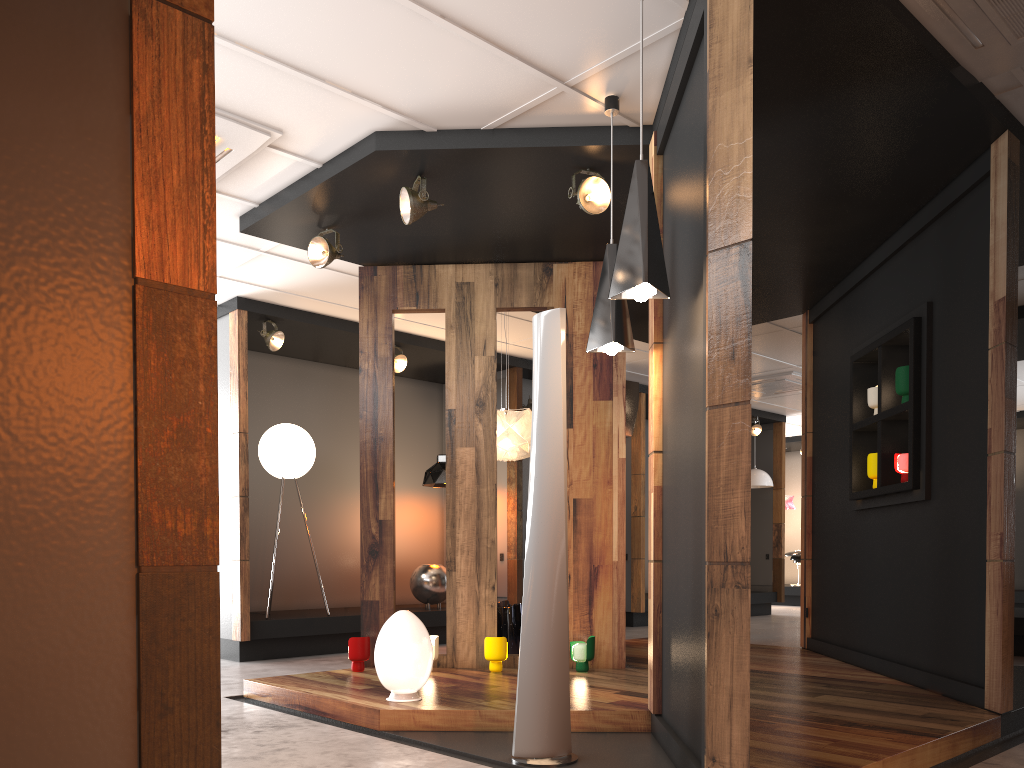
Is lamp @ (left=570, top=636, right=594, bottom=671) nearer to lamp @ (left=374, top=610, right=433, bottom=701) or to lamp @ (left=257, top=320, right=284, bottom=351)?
lamp @ (left=374, top=610, right=433, bottom=701)

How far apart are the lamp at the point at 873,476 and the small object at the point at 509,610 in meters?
2.6

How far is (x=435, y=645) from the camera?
5.5 meters

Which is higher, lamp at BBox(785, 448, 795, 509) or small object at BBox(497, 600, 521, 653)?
lamp at BBox(785, 448, 795, 509)

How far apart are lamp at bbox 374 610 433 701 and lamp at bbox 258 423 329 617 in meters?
3.4 m

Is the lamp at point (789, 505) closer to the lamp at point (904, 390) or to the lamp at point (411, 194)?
the lamp at point (904, 390)

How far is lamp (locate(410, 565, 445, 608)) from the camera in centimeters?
859cm

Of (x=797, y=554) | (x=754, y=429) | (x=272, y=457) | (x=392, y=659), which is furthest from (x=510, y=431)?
(x=797, y=554)

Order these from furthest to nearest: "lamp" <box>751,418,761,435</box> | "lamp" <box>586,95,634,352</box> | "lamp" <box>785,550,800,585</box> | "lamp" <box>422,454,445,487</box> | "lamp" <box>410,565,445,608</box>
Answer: "lamp" <box>785,550,800,585</box> < "lamp" <box>751,418,761,435</box> < "lamp" <box>422,454,445,487</box> < "lamp" <box>410,565,445,608</box> < "lamp" <box>586,95,634,352</box>

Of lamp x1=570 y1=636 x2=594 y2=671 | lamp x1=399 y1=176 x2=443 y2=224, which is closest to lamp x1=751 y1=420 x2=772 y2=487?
lamp x1=570 y1=636 x2=594 y2=671
